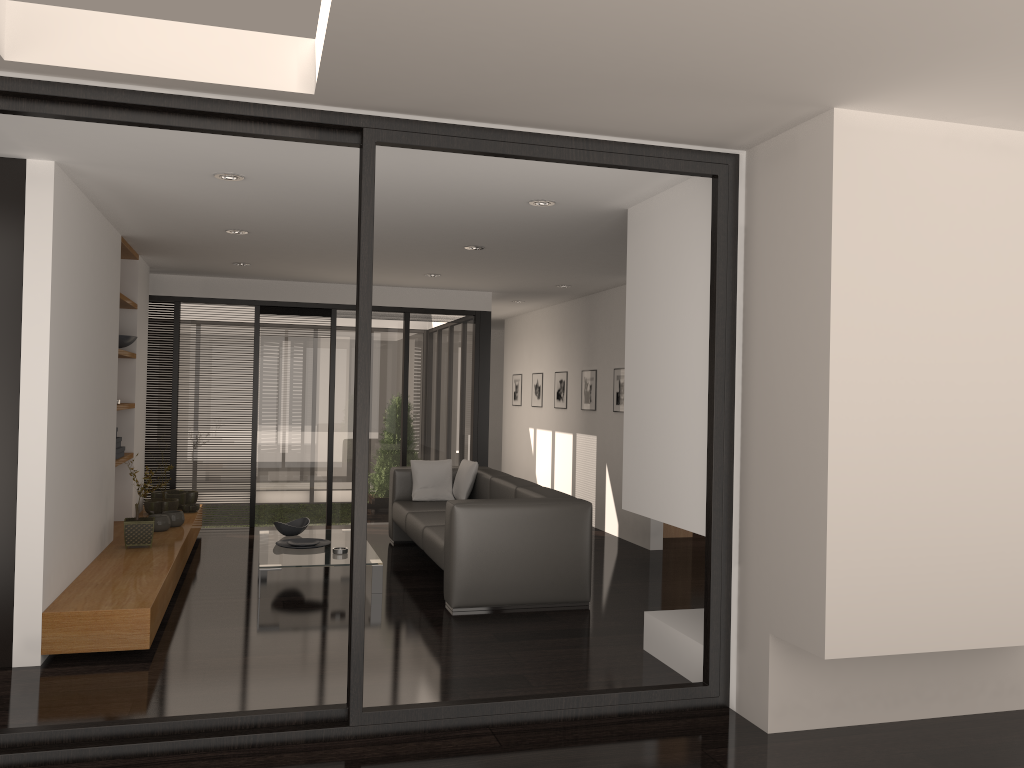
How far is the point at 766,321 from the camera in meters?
3.6 m

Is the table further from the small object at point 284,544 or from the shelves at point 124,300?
the shelves at point 124,300

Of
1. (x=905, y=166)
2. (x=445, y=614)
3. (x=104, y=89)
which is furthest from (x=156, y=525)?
(x=905, y=166)

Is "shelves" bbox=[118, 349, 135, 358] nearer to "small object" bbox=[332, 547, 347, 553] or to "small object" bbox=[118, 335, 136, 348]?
"small object" bbox=[118, 335, 136, 348]

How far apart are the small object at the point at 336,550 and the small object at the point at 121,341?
2.4m

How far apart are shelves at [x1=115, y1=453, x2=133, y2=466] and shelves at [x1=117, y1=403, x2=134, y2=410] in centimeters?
40cm

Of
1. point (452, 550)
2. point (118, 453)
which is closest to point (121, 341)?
point (118, 453)

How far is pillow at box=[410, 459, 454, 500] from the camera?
7.7 meters

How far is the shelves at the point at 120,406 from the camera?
6.4m

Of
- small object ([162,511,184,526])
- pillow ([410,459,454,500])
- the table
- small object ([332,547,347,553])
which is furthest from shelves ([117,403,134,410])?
pillow ([410,459,454,500])
